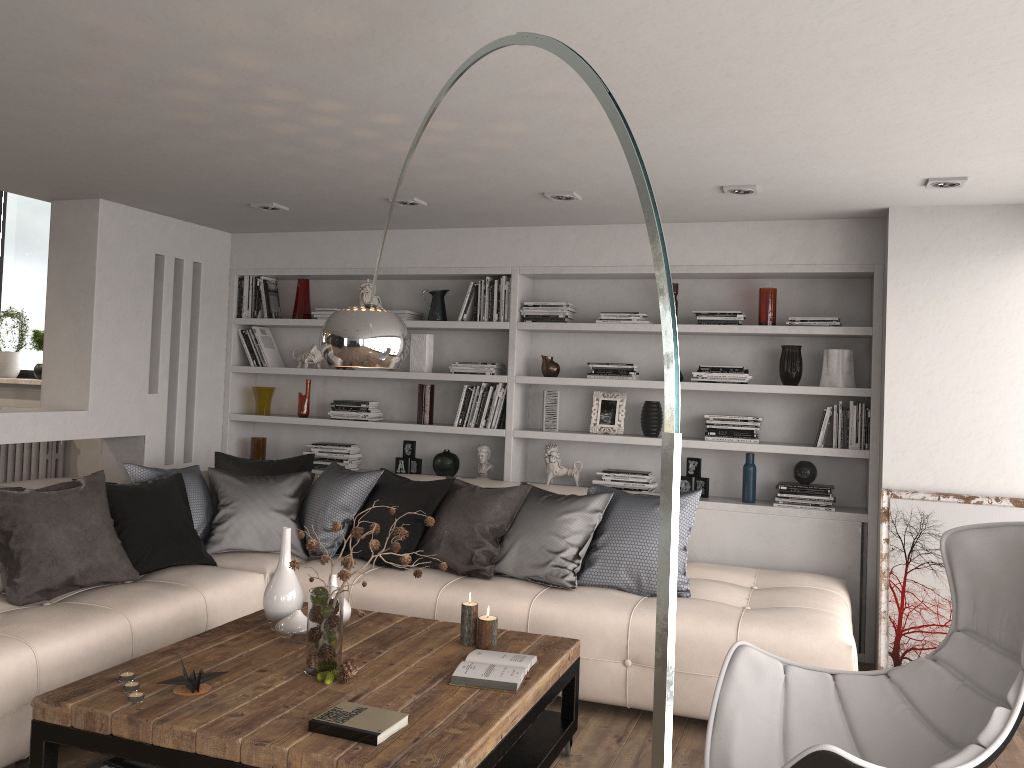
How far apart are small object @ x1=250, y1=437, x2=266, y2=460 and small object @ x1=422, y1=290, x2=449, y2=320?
1.6 meters

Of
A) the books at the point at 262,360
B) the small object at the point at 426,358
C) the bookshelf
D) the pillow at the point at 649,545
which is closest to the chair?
the pillow at the point at 649,545

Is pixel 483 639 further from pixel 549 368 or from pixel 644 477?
pixel 549 368

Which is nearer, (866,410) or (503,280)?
(866,410)

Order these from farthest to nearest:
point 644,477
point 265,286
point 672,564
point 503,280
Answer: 1. point 265,286
2. point 503,280
3. point 644,477
4. point 672,564

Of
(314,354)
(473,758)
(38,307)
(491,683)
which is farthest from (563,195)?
(38,307)

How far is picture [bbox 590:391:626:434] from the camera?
5.5 meters

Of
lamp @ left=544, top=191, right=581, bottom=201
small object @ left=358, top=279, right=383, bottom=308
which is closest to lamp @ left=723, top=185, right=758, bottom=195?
lamp @ left=544, top=191, right=581, bottom=201

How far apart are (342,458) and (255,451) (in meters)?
0.71

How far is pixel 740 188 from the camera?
4.21m
